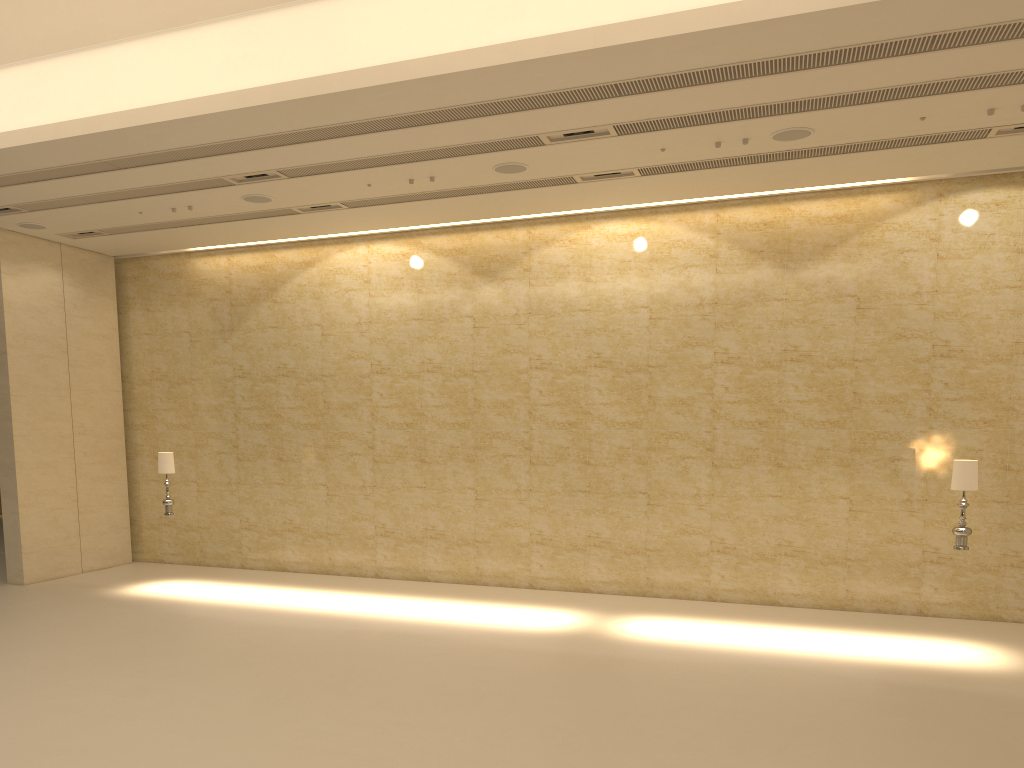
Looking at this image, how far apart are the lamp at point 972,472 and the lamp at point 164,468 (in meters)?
11.09

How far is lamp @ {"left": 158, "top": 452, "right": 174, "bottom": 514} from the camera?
13.6m

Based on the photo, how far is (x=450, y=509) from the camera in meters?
14.7

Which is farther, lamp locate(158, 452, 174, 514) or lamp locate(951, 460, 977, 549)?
lamp locate(158, 452, 174, 514)

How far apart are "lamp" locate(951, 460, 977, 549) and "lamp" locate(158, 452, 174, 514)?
11.1 meters

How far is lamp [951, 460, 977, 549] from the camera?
10.2m

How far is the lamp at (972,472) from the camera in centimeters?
1021cm
